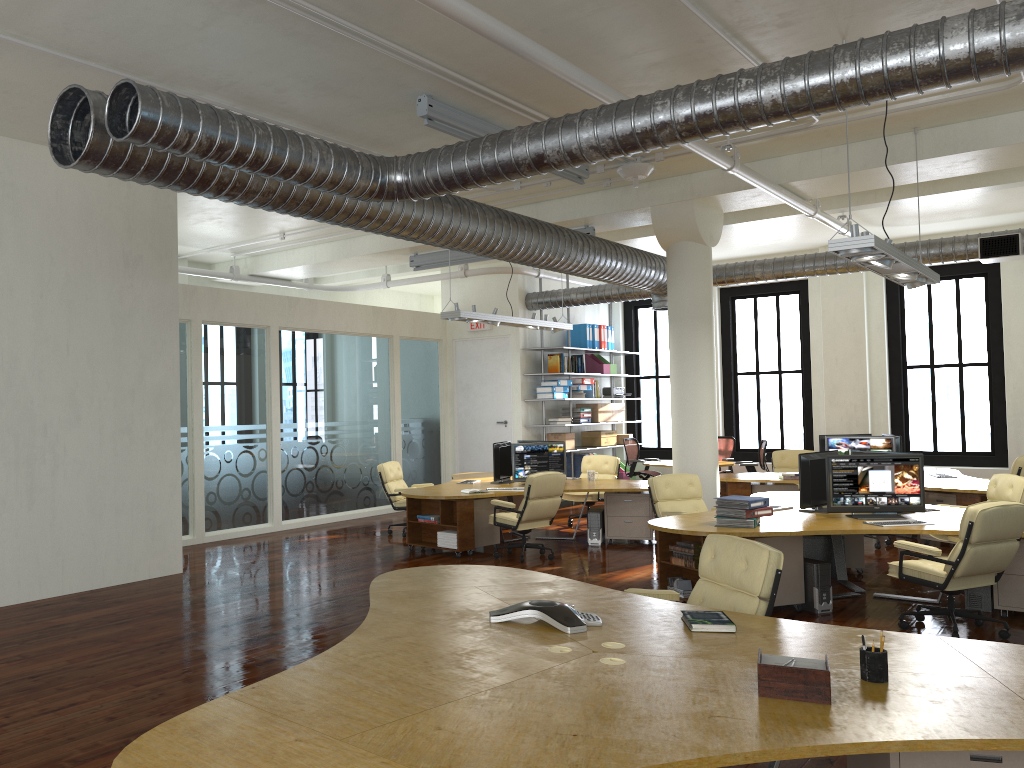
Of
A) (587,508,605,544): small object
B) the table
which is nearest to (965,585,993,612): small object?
(587,508,605,544): small object

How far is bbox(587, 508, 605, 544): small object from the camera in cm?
1116

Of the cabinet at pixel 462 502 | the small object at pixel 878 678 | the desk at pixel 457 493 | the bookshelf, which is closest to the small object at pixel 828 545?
the desk at pixel 457 493

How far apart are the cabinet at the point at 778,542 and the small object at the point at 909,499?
0.6 meters

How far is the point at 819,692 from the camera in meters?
3.0

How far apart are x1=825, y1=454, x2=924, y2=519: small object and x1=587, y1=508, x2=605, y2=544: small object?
3.6m

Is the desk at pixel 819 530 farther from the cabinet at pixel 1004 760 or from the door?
the door

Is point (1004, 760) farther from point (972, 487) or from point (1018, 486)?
point (972, 487)

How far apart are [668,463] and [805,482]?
7.2m

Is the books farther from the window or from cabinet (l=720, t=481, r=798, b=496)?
the window
